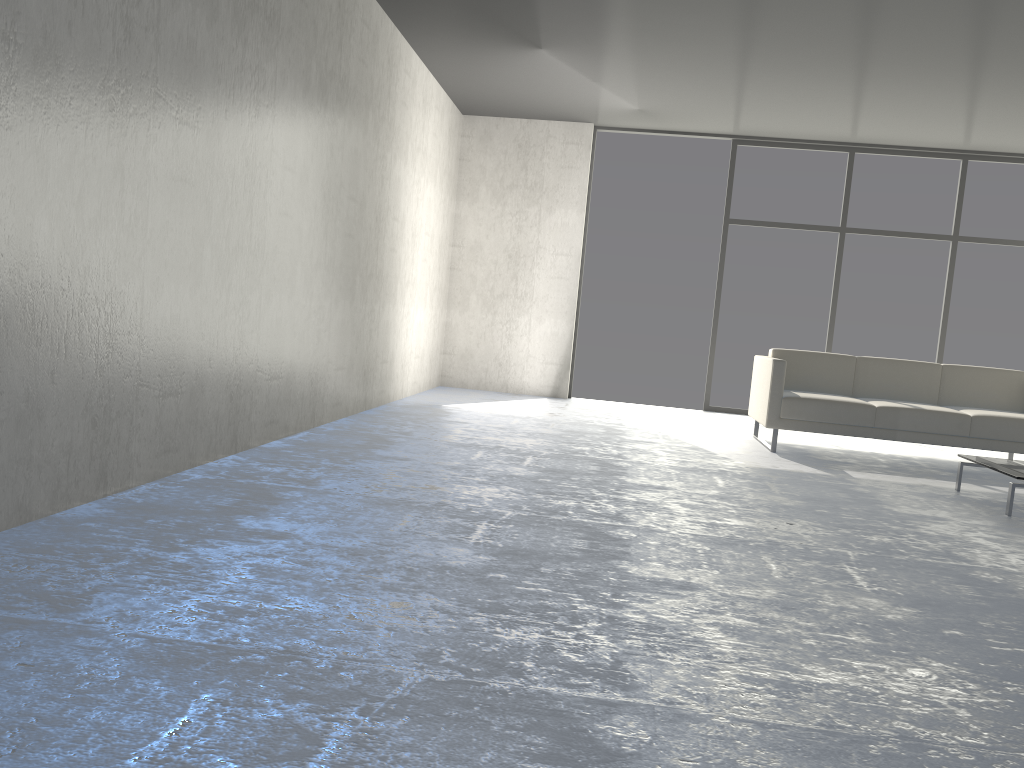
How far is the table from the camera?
4.17m

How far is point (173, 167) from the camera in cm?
315

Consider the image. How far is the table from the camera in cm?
417

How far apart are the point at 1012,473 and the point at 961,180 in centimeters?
452cm

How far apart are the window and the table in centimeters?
347cm

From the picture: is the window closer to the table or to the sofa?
the sofa

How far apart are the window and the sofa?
1.9 meters

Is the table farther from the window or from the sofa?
the window

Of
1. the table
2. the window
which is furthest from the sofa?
the window

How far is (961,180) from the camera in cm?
777
